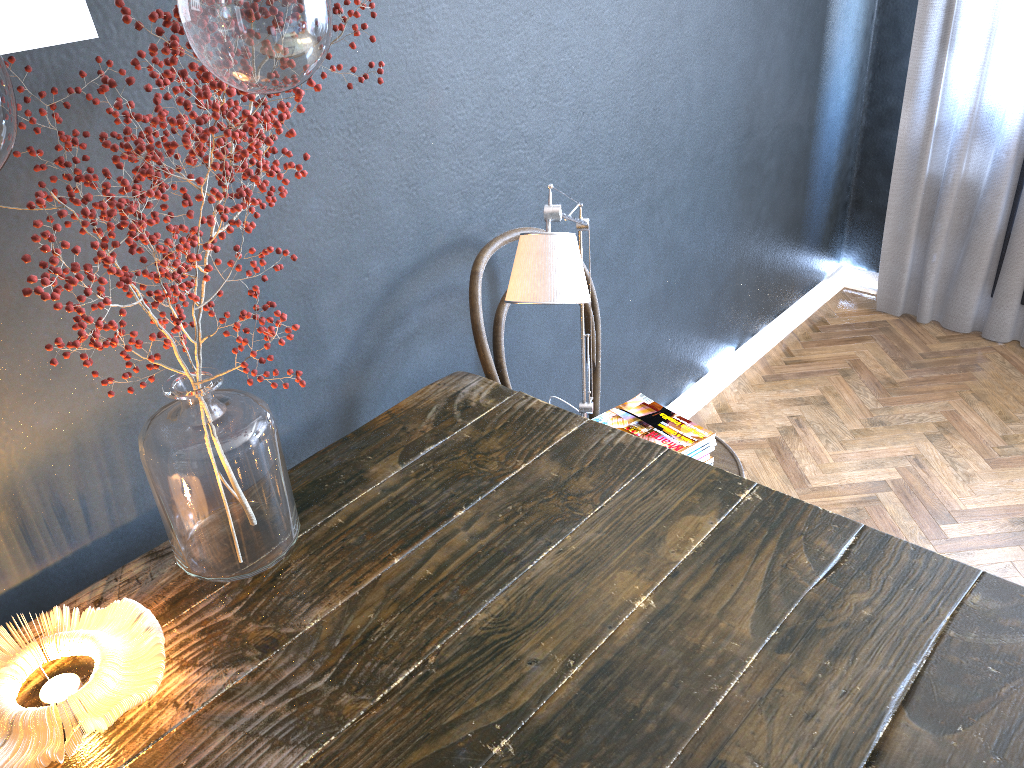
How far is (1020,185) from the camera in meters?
2.9

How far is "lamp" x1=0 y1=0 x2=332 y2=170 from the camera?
0.6 meters

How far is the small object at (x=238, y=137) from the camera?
0.9m

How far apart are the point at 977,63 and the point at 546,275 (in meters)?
2.34

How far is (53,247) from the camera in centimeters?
84cm

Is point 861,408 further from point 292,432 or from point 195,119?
point 195,119

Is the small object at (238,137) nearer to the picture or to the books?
the picture

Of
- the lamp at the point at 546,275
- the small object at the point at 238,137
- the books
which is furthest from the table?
the books

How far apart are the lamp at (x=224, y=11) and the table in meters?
0.7 m

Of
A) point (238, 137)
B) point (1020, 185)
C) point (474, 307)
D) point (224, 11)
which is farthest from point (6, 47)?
point (1020, 185)
